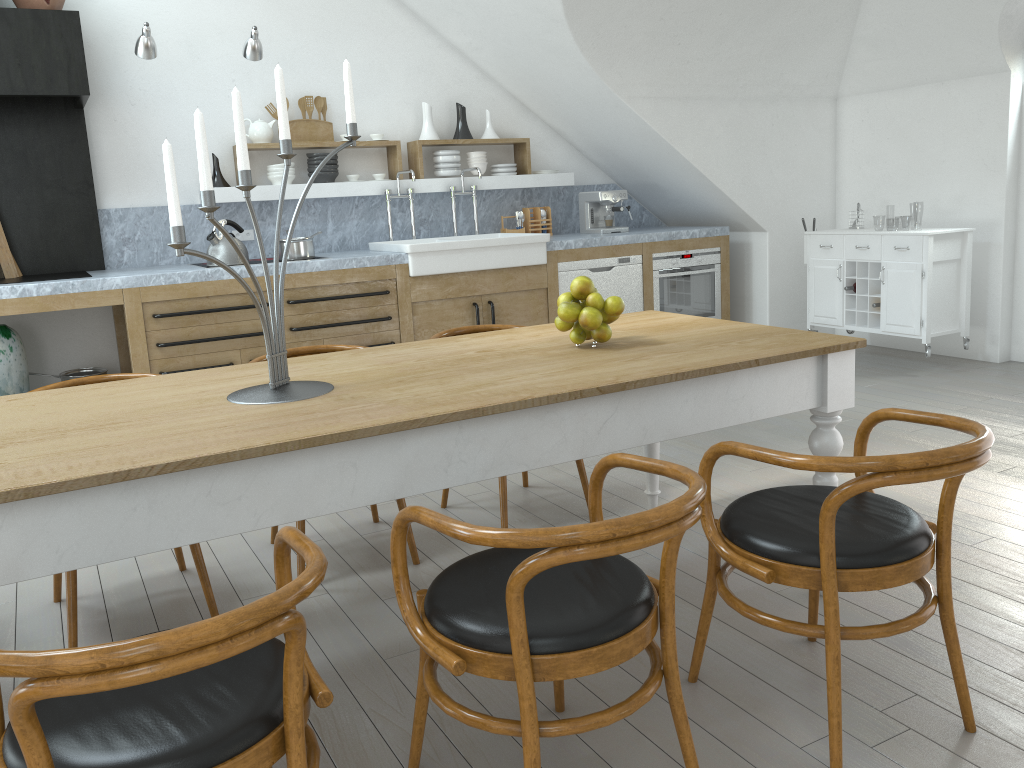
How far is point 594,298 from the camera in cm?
259

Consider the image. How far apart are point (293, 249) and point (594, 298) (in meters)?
3.16

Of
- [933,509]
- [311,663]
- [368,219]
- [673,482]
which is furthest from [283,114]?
[368,219]

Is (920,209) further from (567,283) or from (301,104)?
(301,104)

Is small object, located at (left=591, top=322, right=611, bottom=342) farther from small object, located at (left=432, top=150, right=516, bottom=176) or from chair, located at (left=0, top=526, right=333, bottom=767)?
small object, located at (left=432, top=150, right=516, bottom=176)

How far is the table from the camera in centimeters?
168cm

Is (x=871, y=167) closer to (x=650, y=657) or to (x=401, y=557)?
(x=650, y=657)

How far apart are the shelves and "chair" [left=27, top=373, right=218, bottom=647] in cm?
275

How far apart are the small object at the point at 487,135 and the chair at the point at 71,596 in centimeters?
397cm

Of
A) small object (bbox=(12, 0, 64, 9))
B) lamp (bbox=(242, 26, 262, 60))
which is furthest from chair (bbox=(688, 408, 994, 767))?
small object (bbox=(12, 0, 64, 9))
